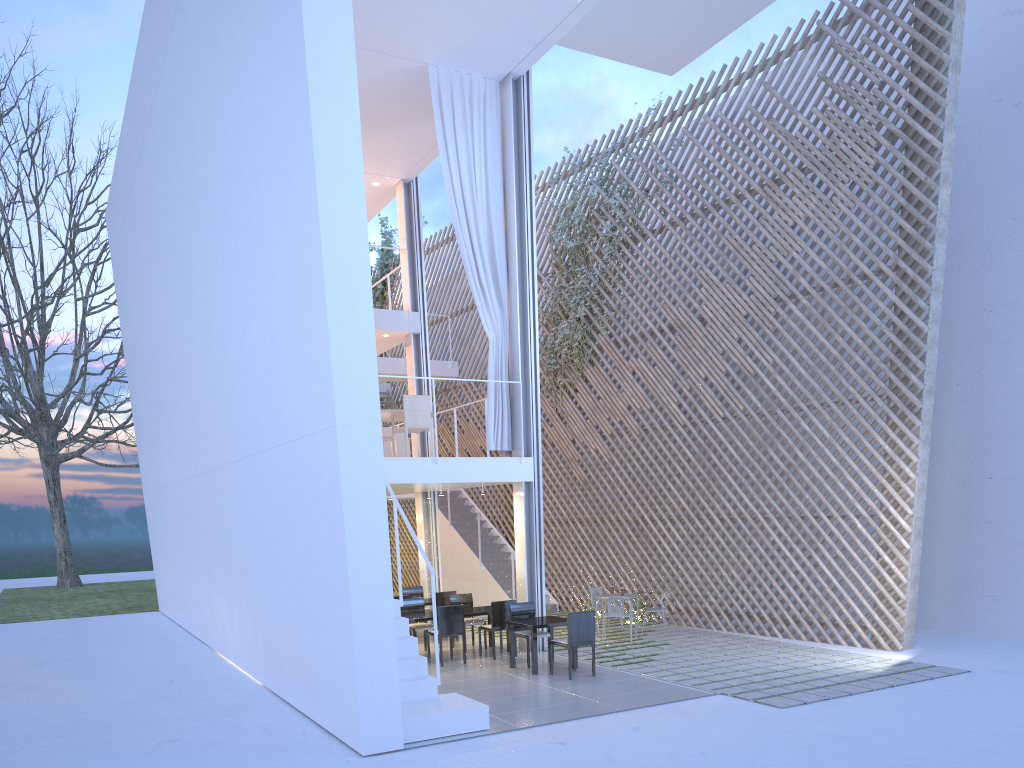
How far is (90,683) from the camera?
5.4m

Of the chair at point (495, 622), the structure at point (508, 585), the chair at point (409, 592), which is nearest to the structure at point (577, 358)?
the structure at point (508, 585)

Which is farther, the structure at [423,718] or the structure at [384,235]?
the structure at [384,235]

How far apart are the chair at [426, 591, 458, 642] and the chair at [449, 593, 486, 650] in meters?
0.3

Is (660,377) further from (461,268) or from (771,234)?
(461,268)

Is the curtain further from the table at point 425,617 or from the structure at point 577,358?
the structure at point 577,358

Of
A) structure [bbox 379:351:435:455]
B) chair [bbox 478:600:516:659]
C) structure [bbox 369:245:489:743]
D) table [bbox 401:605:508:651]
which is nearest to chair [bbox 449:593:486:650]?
table [bbox 401:605:508:651]

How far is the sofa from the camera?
7.2 meters

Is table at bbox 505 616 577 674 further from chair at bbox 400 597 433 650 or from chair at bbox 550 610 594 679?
chair at bbox 400 597 433 650

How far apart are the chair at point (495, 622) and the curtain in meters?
1.1 m
